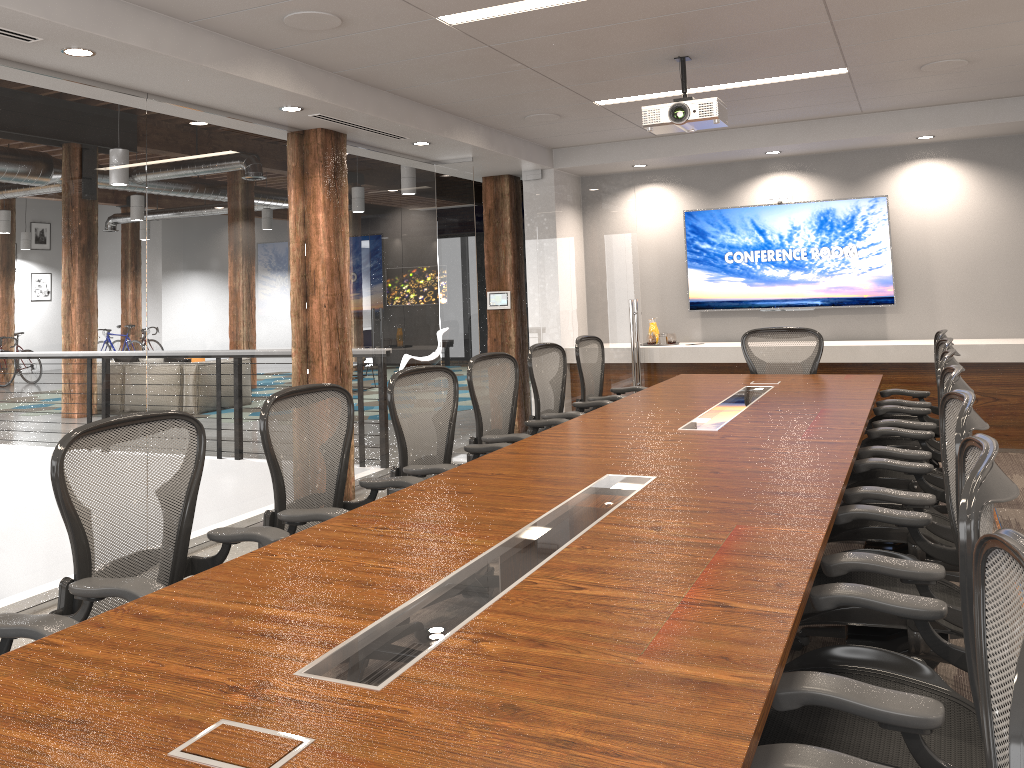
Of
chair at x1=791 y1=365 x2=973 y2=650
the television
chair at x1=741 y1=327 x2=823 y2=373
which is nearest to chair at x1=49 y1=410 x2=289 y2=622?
chair at x1=791 y1=365 x2=973 y2=650

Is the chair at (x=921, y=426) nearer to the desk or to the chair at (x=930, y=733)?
the desk

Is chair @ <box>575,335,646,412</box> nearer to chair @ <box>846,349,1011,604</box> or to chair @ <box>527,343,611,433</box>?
chair @ <box>527,343,611,433</box>

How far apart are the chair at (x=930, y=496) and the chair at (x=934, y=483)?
0.23m

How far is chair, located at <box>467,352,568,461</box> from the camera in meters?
4.7

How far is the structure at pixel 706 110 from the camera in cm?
497

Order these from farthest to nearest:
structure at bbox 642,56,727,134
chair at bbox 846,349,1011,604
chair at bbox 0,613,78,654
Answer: structure at bbox 642,56,727,134
chair at bbox 846,349,1011,604
chair at bbox 0,613,78,654

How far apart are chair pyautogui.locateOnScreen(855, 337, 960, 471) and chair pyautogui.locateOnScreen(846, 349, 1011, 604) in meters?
0.2 m

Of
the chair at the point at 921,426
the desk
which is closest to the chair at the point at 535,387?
the desk

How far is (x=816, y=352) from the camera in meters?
6.4
